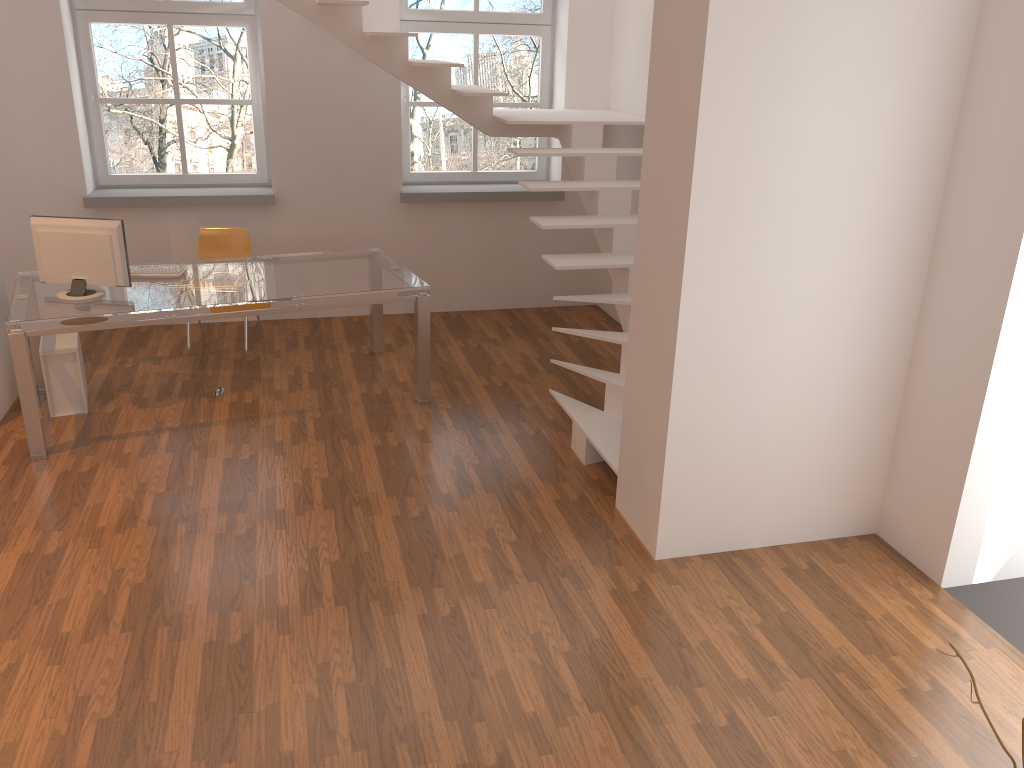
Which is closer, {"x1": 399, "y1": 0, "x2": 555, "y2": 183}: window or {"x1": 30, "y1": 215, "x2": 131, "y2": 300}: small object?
{"x1": 30, "y1": 215, "x2": 131, "y2": 300}: small object

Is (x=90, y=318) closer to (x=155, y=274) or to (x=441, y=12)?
(x=155, y=274)

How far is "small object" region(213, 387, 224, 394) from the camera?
5.6 meters

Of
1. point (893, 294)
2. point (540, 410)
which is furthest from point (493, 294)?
point (893, 294)

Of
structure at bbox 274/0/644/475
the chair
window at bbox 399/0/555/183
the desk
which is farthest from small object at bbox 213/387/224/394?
window at bbox 399/0/555/183

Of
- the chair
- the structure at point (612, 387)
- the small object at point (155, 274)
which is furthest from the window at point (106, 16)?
the small object at point (155, 274)

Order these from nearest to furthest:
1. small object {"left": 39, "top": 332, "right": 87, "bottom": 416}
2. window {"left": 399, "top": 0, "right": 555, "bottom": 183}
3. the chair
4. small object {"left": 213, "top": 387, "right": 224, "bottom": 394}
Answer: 1. small object {"left": 39, "top": 332, "right": 87, "bottom": 416}
2. small object {"left": 213, "top": 387, "right": 224, "bottom": 394}
3. the chair
4. window {"left": 399, "top": 0, "right": 555, "bottom": 183}

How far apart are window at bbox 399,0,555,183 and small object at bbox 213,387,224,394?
2.6m

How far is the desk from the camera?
4.6m

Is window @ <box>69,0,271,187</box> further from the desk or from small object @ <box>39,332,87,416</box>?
small object @ <box>39,332,87,416</box>
